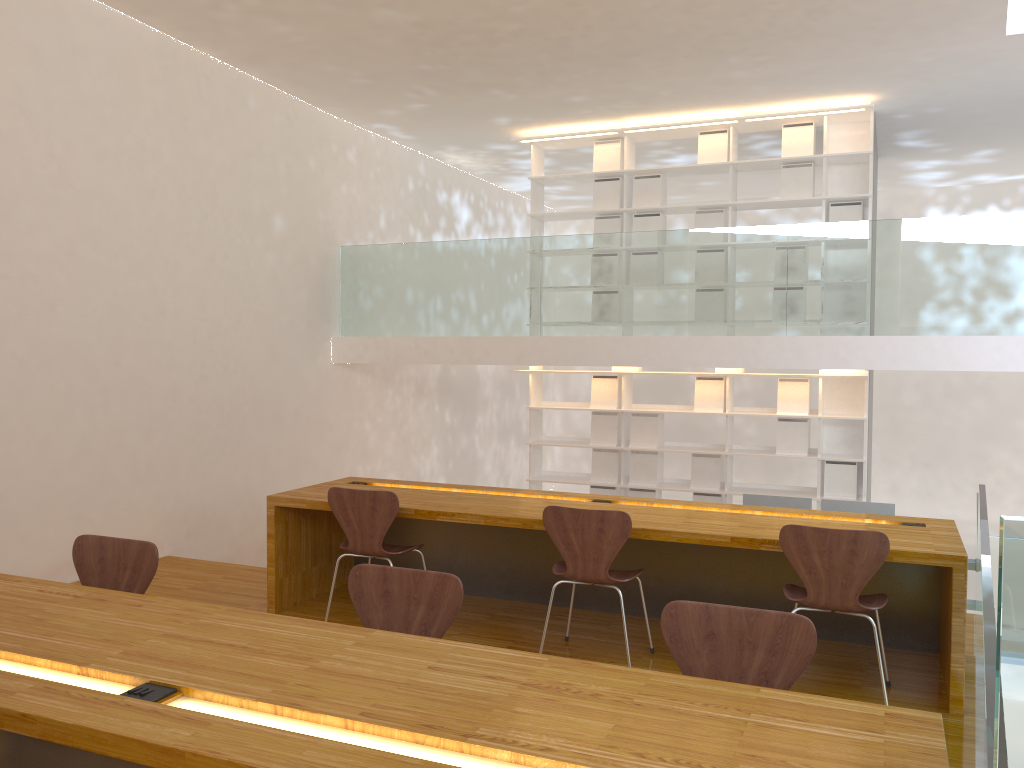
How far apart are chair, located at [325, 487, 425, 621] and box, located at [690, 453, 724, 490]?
3.7 meters

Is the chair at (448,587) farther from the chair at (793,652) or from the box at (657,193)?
the box at (657,193)

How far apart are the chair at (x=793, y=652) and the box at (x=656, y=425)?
5.4 meters

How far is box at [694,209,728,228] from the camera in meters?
7.4

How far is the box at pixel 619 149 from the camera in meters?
7.7 m

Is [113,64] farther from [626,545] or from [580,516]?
[626,545]

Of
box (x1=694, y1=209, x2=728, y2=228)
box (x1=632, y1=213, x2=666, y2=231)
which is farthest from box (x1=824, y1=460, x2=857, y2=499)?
box (x1=632, y1=213, x2=666, y2=231)

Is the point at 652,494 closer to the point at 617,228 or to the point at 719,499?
the point at 719,499

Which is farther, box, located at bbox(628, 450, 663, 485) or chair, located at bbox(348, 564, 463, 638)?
box, located at bbox(628, 450, 663, 485)

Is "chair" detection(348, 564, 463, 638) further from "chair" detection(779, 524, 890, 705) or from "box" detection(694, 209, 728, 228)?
"box" detection(694, 209, 728, 228)
